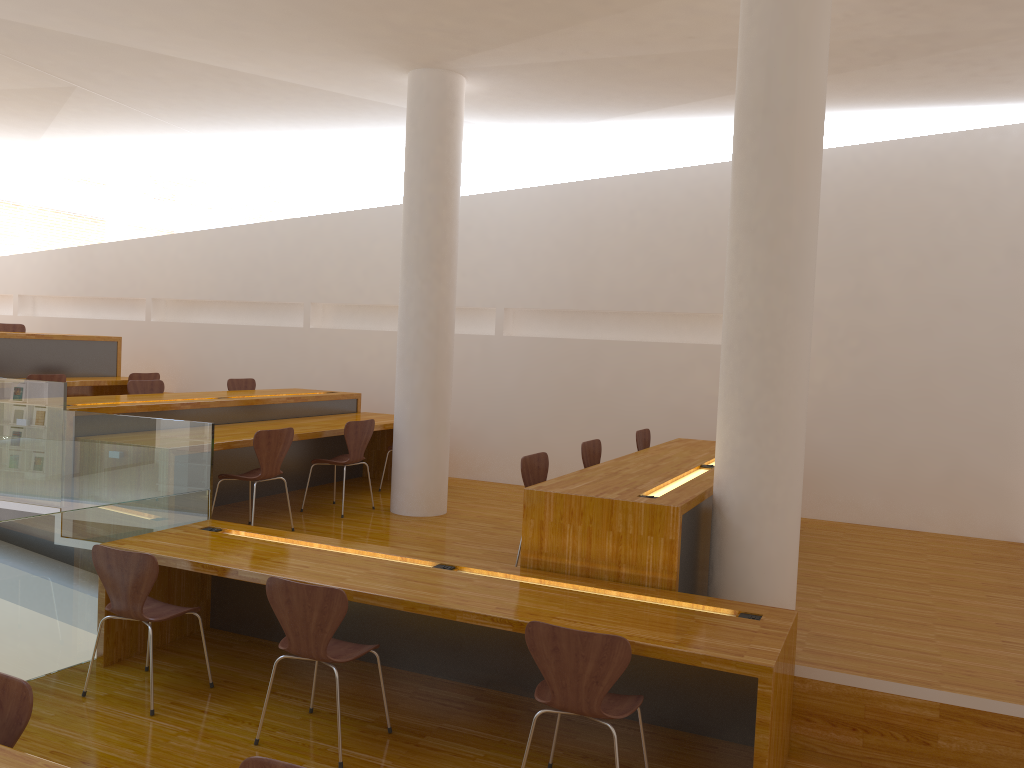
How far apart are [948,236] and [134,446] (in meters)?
5.95

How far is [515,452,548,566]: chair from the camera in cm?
482

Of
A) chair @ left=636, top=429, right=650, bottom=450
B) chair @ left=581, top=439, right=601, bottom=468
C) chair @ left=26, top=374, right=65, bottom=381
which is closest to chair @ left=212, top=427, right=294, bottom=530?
chair @ left=581, top=439, right=601, bottom=468

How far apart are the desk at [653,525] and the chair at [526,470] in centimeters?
25cm

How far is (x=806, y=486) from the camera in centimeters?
722cm

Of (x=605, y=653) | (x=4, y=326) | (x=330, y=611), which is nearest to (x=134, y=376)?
(x=4, y=326)

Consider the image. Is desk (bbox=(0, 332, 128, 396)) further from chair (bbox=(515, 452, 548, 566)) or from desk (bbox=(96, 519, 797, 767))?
chair (bbox=(515, 452, 548, 566))

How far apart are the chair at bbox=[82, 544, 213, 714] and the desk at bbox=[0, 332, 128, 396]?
4.7m

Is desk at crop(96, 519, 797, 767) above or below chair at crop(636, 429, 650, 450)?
below

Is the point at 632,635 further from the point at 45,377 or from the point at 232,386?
the point at 45,377
